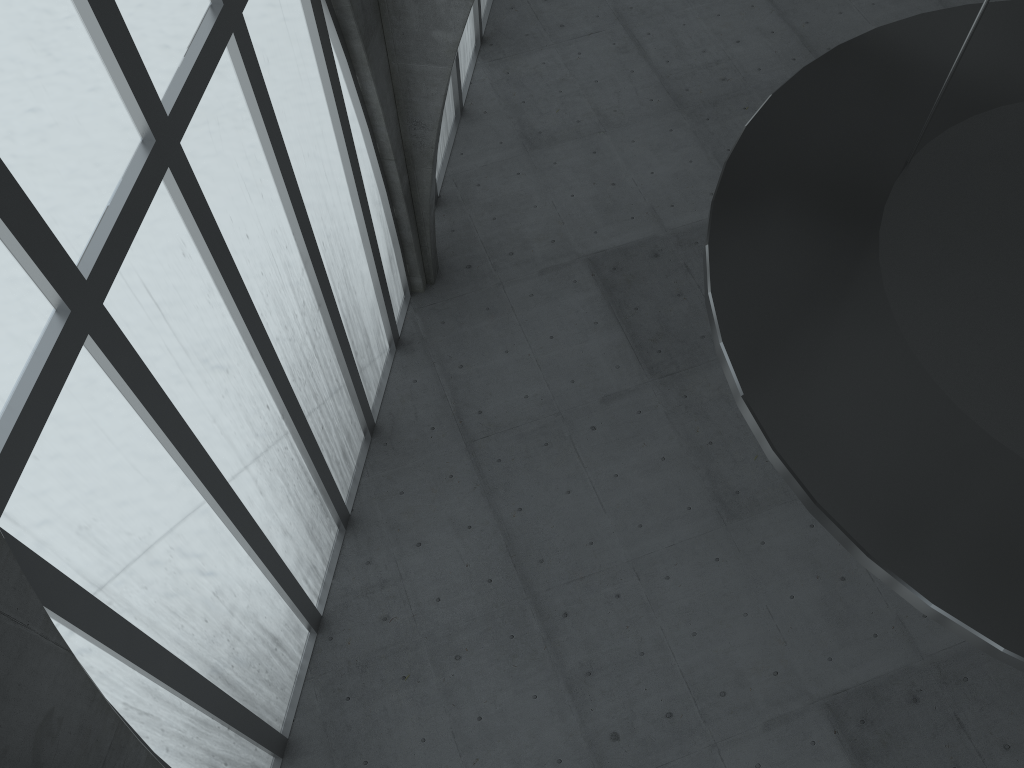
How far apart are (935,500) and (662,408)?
18.6 meters
